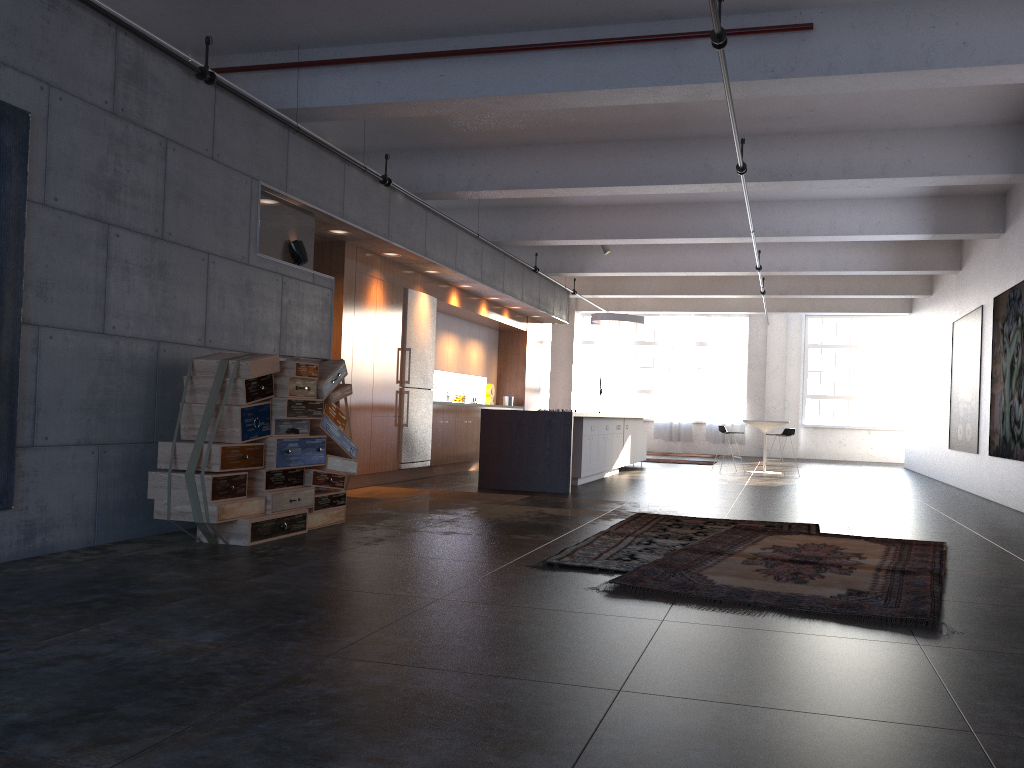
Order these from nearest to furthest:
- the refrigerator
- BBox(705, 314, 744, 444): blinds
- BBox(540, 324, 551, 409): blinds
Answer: the refrigerator < BBox(705, 314, 744, 444): blinds < BBox(540, 324, 551, 409): blinds

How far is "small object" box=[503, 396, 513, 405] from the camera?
16.06m

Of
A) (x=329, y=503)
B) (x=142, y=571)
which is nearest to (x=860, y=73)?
(x=329, y=503)

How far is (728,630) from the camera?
3.9m

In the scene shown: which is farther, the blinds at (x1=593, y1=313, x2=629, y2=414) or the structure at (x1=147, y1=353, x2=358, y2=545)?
the blinds at (x1=593, y1=313, x2=629, y2=414)

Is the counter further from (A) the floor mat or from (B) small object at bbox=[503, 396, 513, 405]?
(B) small object at bbox=[503, 396, 513, 405]

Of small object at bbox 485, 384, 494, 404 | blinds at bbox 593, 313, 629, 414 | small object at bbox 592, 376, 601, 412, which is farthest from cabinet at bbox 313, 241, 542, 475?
blinds at bbox 593, 313, 629, 414

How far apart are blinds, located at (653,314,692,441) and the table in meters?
7.4

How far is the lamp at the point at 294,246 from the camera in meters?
7.9 m

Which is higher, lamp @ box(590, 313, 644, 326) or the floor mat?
lamp @ box(590, 313, 644, 326)
